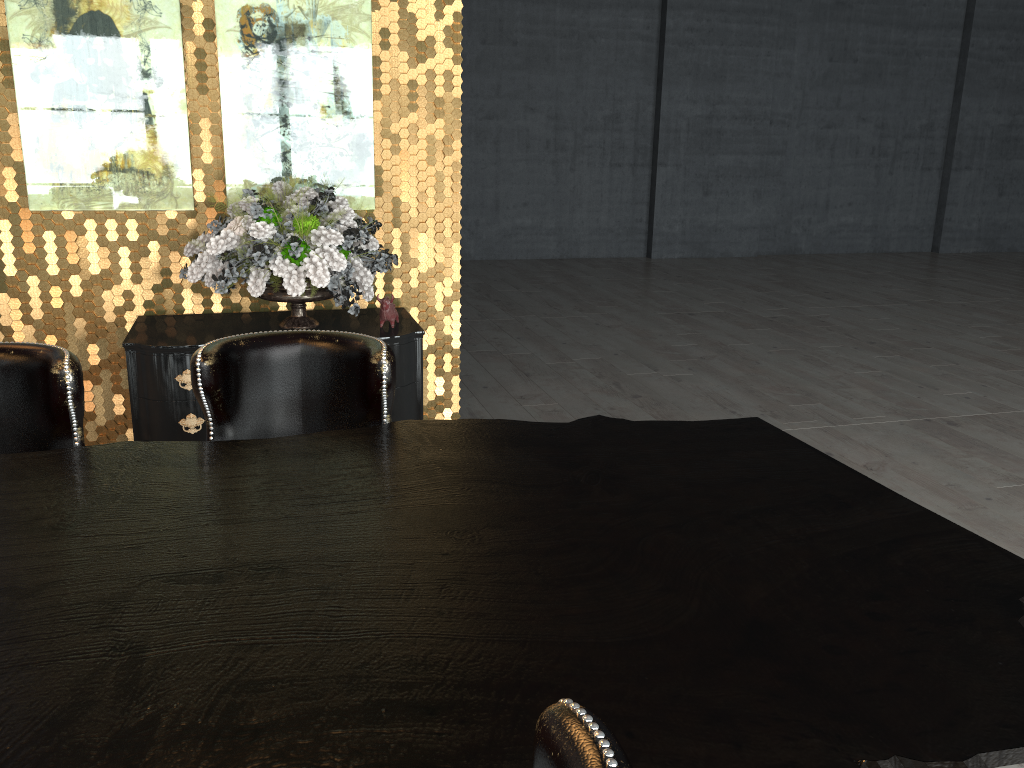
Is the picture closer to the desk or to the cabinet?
the cabinet

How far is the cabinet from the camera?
3.7m

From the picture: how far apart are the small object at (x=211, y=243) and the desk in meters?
1.7 m

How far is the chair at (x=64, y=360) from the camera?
2.1m

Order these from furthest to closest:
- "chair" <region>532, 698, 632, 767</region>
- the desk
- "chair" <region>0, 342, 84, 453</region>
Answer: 1. "chair" <region>0, 342, 84, 453</region>
2. the desk
3. "chair" <region>532, 698, 632, 767</region>

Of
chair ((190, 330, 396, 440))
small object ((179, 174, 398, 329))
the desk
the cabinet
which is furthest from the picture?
the desk

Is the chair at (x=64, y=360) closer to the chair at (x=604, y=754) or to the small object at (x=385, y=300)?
the chair at (x=604, y=754)

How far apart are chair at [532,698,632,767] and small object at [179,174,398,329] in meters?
3.0

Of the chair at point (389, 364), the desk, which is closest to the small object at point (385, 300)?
the chair at point (389, 364)

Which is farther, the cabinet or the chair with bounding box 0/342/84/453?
the cabinet
